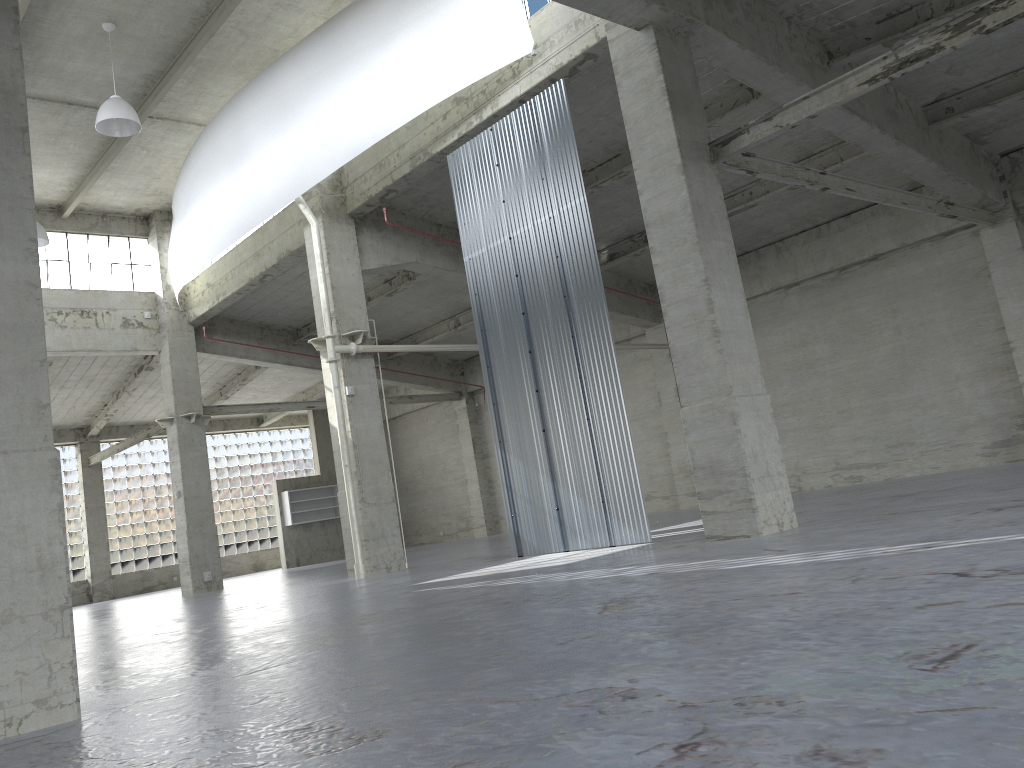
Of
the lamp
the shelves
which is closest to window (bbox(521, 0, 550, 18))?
the lamp

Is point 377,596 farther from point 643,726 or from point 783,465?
point 643,726

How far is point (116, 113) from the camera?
22.4 meters

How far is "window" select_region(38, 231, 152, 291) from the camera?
33.91m

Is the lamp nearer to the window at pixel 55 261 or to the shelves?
the window at pixel 55 261

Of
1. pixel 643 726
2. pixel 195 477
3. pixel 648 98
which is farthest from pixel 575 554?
pixel 195 477

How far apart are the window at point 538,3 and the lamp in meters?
10.4

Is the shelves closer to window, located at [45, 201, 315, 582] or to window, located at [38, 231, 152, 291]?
window, located at [45, 201, 315, 582]

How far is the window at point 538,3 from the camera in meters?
20.6 m

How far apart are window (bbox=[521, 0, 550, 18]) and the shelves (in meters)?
32.88
